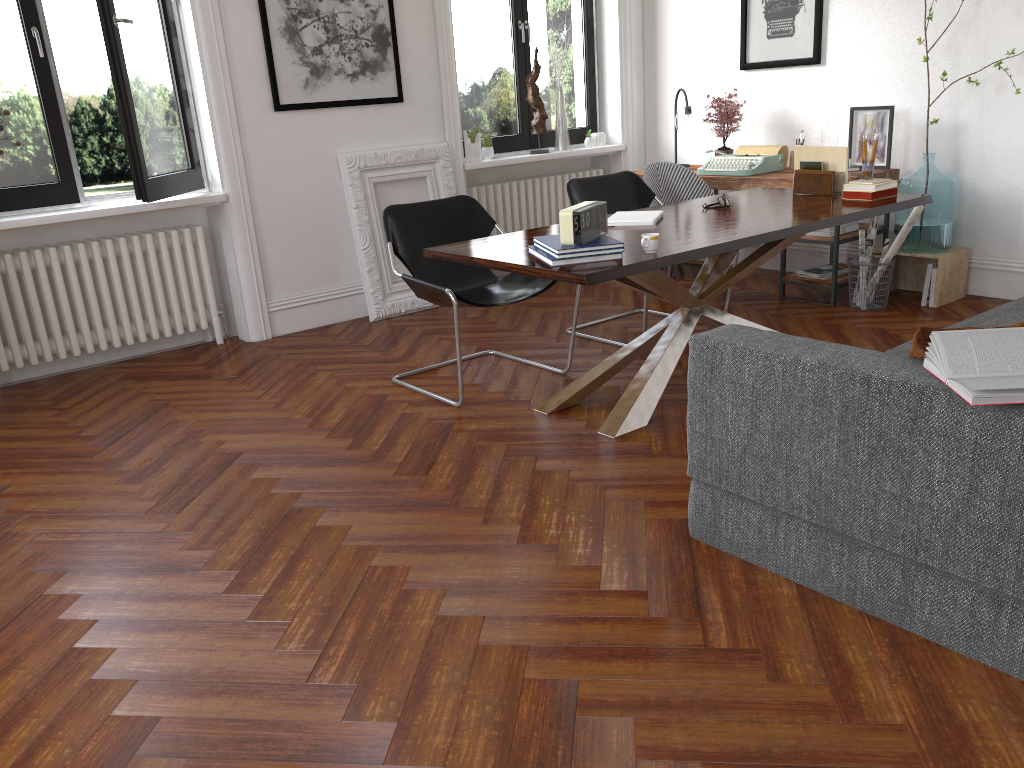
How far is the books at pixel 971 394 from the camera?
1.86m

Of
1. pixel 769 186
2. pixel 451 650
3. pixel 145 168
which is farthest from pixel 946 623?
pixel 145 168

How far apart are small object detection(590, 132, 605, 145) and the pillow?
5.2 meters

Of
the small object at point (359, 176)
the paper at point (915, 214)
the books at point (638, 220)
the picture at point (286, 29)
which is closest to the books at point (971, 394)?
the books at point (638, 220)

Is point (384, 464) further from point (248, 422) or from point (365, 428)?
point (248, 422)

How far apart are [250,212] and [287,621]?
3.5 meters

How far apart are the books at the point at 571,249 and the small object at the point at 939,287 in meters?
2.8

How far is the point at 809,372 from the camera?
2.3m

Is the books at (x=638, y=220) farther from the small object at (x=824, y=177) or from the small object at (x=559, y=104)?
the small object at (x=559, y=104)

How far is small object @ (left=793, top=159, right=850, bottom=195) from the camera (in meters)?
4.42
